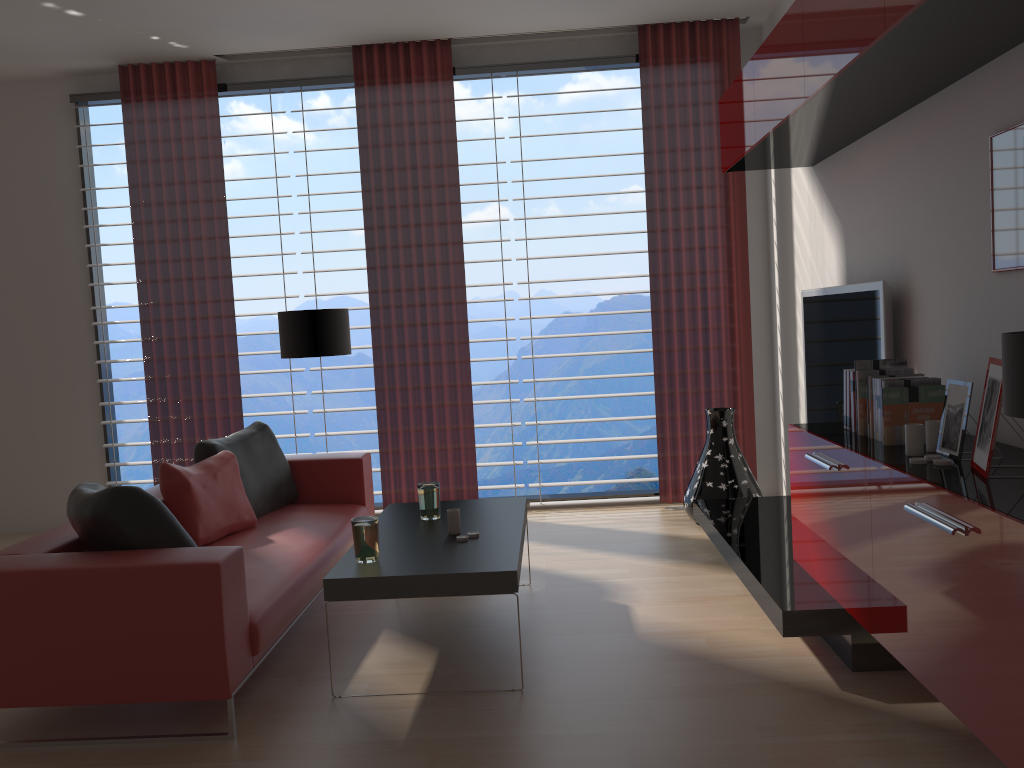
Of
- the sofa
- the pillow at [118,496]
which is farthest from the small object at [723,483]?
the pillow at [118,496]

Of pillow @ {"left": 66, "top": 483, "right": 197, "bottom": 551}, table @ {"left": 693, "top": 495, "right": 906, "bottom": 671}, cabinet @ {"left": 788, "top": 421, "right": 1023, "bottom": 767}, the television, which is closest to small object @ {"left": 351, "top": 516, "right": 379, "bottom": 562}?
pillow @ {"left": 66, "top": 483, "right": 197, "bottom": 551}

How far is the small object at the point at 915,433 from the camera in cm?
371

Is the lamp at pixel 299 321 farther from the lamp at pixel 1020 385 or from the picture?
the lamp at pixel 1020 385

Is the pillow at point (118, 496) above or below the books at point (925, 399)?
below

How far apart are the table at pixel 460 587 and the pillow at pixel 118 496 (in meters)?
0.69

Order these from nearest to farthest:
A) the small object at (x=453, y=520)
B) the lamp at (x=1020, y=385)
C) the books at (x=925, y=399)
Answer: the lamp at (x=1020, y=385) → the books at (x=925, y=399) → the small object at (x=453, y=520)

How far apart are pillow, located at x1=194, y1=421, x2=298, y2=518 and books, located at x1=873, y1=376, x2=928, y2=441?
4.0m

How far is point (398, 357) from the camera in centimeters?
799cm

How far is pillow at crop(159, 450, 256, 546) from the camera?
5.3 meters
